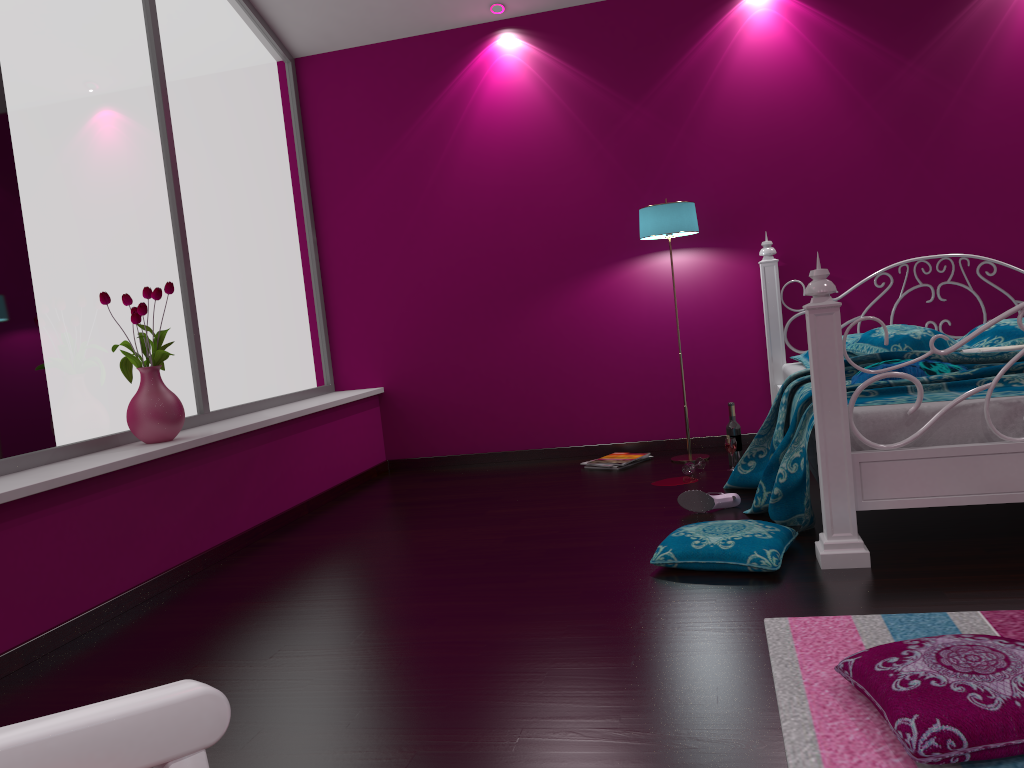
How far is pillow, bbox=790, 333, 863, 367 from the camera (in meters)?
4.34

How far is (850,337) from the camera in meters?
4.3

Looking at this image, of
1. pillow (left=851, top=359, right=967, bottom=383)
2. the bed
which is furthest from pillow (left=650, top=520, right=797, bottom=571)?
pillow (left=851, top=359, right=967, bottom=383)

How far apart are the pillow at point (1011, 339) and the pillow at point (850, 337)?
0.5 meters

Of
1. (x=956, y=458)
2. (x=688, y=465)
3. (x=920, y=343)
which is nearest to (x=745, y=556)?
(x=956, y=458)

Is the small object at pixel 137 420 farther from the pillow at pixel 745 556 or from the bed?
the bed

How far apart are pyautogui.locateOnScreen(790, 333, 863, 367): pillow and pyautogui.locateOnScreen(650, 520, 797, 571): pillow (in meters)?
1.62

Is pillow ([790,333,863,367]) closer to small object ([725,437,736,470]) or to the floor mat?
small object ([725,437,736,470])

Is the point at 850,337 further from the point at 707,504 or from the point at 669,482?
the point at 707,504

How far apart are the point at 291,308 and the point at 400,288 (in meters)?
0.65
